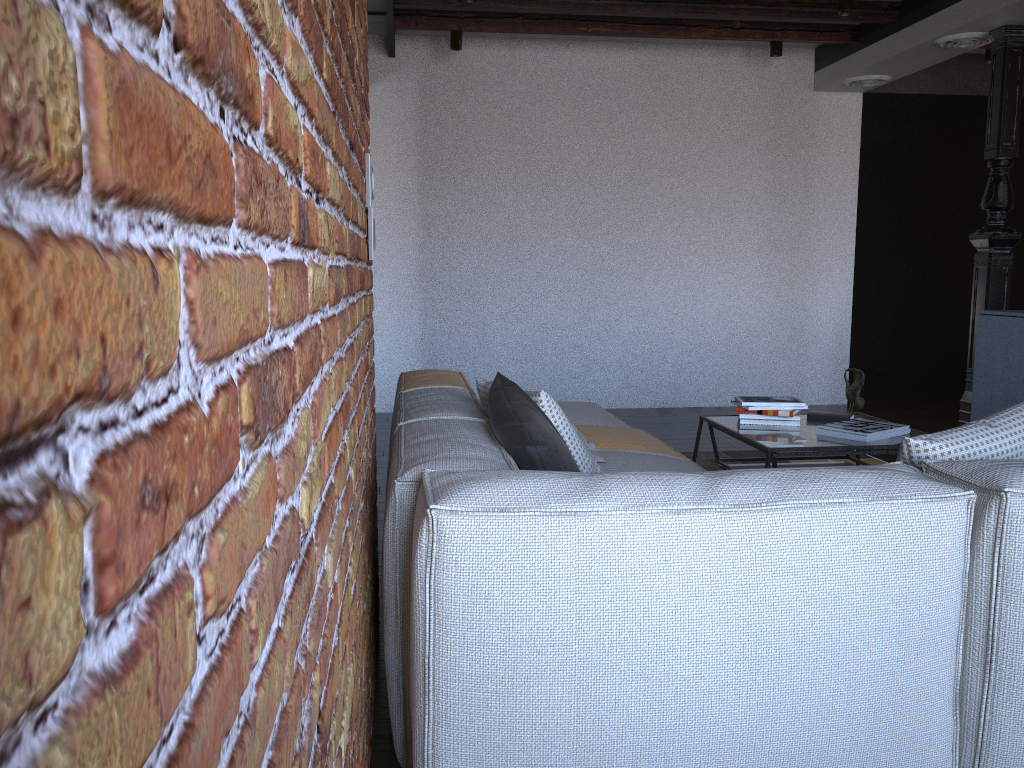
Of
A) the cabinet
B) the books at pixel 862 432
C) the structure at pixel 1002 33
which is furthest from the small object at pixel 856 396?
the structure at pixel 1002 33

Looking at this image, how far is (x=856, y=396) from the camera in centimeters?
390cm

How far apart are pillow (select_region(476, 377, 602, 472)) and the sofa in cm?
3

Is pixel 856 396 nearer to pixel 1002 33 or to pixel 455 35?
pixel 1002 33

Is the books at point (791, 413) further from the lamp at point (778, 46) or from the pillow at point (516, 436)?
the lamp at point (778, 46)

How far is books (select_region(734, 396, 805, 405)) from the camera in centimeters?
373cm

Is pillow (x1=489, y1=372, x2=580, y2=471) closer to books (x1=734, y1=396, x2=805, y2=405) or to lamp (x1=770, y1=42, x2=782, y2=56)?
books (x1=734, y1=396, x2=805, y2=405)

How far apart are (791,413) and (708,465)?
1.18m

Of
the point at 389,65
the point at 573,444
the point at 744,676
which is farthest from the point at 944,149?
the point at 744,676

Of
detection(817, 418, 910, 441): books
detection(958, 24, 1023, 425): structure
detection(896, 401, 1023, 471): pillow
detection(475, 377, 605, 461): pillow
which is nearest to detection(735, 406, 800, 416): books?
detection(817, 418, 910, 441): books
